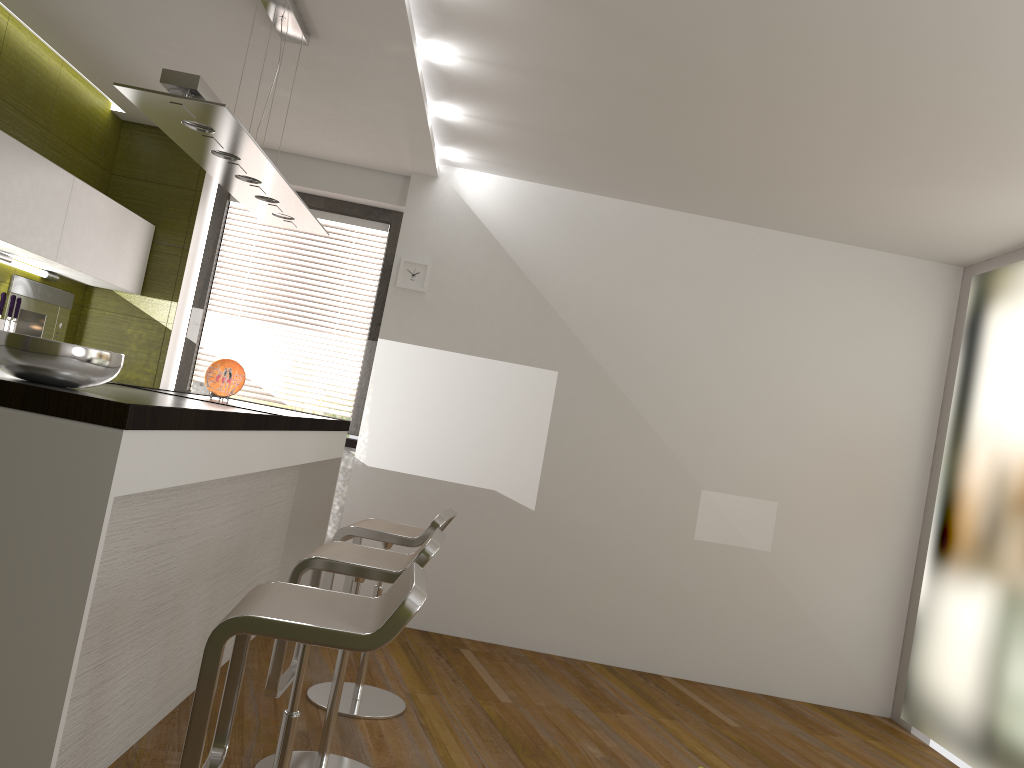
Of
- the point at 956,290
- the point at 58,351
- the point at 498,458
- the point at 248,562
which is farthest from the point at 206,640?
the point at 956,290

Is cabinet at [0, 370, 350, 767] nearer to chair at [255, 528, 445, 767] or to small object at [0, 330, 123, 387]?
small object at [0, 330, 123, 387]

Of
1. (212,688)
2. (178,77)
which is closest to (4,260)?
(178,77)

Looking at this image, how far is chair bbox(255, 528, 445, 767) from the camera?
2.7 meters

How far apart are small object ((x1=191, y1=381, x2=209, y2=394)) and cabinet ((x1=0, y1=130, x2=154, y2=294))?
0.7 meters

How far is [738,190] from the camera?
4.79m

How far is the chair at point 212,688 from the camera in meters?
1.9

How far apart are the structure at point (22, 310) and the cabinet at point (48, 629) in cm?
163

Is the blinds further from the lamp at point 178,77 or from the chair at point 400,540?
the chair at point 400,540

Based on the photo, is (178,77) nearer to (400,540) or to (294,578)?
(294,578)
